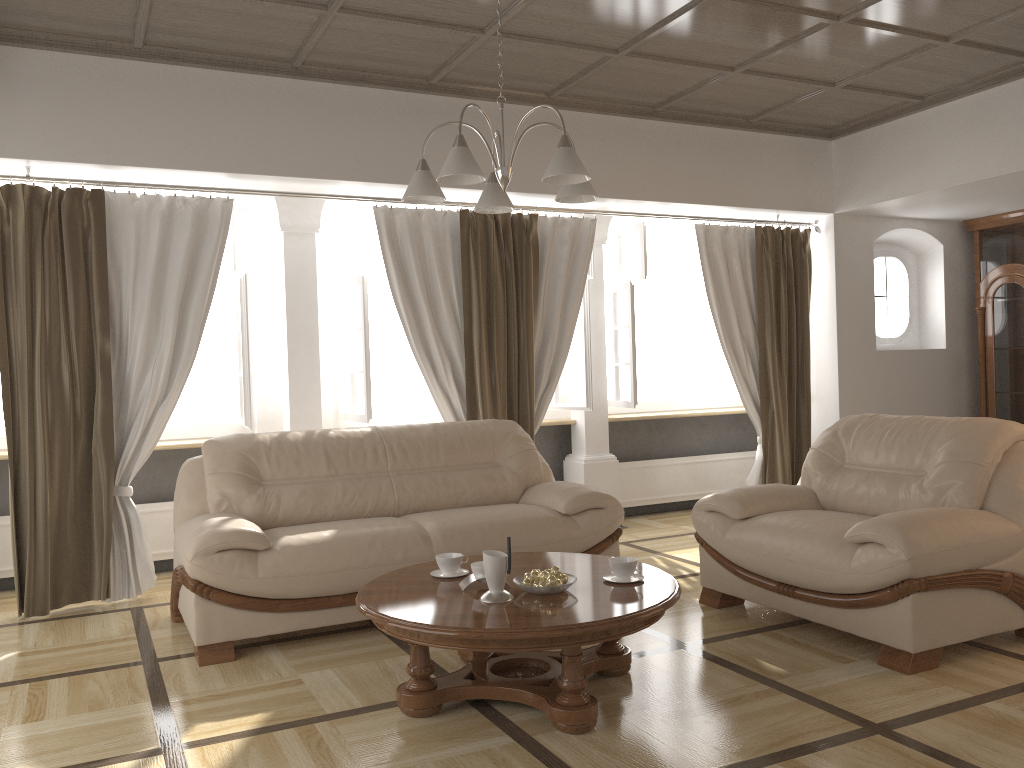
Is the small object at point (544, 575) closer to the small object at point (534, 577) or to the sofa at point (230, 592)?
the small object at point (534, 577)

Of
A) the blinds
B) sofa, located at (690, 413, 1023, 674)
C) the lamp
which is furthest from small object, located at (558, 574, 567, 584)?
the blinds

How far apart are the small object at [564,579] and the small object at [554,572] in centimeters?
2cm

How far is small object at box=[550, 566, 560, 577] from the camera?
3.1m

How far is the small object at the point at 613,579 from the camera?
3.2m

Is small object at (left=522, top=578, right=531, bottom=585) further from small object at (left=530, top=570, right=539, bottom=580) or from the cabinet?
the cabinet

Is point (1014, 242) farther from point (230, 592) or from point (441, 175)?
point (230, 592)

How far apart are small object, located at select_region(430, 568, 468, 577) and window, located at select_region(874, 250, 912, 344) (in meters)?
5.15

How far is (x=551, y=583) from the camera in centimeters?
301cm

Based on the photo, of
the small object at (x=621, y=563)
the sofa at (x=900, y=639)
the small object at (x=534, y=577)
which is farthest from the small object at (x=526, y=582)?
the sofa at (x=900, y=639)
